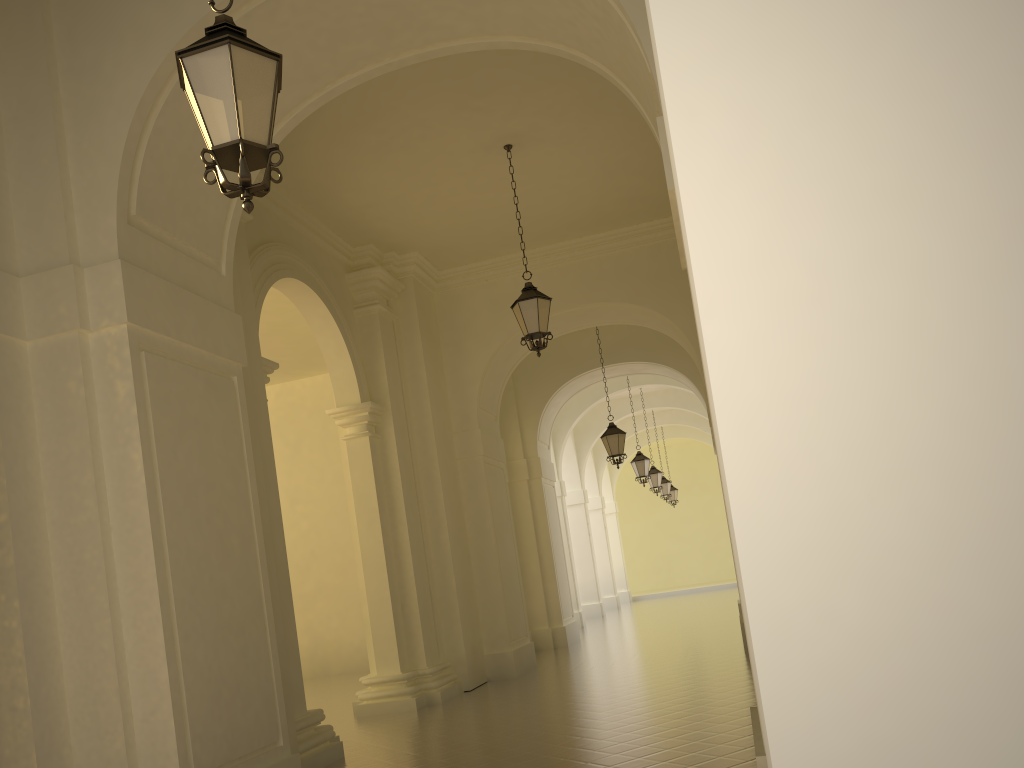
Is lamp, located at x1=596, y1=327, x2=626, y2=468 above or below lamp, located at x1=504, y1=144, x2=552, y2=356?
below

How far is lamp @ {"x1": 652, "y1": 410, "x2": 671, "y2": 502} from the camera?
28.5 meters

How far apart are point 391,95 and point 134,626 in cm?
612

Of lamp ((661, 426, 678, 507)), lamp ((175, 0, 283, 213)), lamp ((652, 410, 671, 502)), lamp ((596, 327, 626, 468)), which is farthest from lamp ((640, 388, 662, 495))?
lamp ((175, 0, 283, 213))

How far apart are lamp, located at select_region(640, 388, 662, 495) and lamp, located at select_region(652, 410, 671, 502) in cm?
369

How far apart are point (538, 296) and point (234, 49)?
6.6m

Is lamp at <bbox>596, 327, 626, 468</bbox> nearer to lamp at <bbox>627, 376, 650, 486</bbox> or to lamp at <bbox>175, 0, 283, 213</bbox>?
lamp at <bbox>627, 376, 650, 486</bbox>

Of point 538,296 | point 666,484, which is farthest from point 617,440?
point 666,484

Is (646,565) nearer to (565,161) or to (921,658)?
(565,161)

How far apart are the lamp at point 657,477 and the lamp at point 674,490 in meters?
7.5 m
